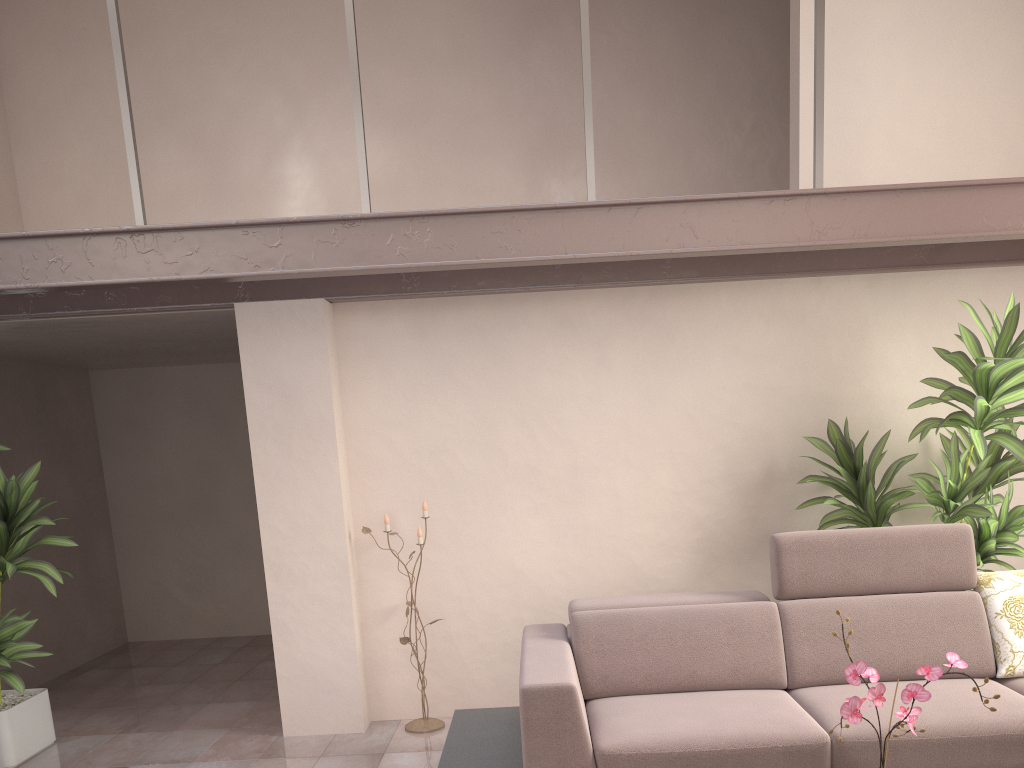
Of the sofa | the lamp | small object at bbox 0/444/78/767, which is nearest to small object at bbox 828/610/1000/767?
the sofa

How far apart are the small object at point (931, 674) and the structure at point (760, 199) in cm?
213

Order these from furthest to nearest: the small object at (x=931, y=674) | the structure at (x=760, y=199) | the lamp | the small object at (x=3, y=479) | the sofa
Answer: the lamp
the small object at (x=3, y=479)
the structure at (x=760, y=199)
the sofa
the small object at (x=931, y=674)

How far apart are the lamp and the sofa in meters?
0.6 m

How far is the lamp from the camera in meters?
4.4

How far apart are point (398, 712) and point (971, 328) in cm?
343

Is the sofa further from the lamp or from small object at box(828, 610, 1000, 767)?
small object at box(828, 610, 1000, 767)

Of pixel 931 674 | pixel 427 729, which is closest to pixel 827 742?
pixel 931 674

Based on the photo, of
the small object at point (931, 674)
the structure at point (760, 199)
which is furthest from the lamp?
the small object at point (931, 674)

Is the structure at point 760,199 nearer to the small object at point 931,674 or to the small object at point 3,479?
the small object at point 3,479
